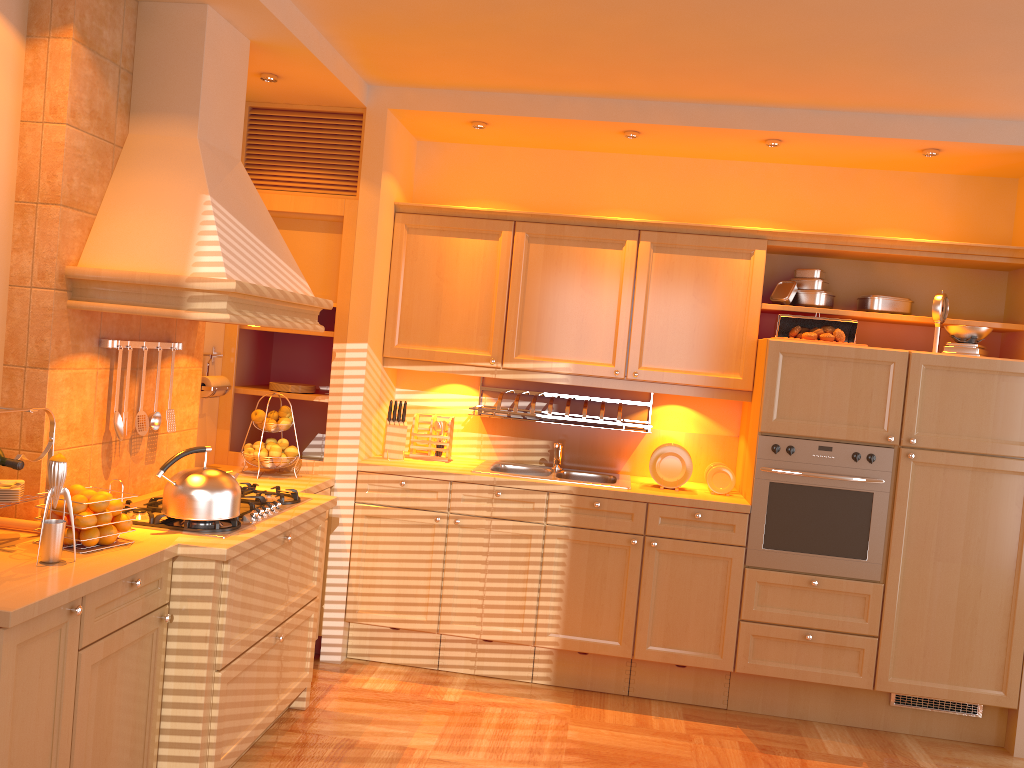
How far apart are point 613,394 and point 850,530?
1.3 meters

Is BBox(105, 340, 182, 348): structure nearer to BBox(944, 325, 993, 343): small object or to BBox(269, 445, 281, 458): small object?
BBox(269, 445, 281, 458): small object

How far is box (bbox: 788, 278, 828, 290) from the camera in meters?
4.2 m

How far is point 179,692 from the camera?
2.7 meters

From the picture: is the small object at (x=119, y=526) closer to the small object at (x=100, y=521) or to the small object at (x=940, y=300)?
the small object at (x=100, y=521)

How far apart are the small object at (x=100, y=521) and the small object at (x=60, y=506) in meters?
0.1

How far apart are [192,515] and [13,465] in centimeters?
56cm

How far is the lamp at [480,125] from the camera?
4.2m

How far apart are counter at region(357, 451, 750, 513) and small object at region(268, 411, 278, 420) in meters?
0.4 m

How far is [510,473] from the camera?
4.2 meters
